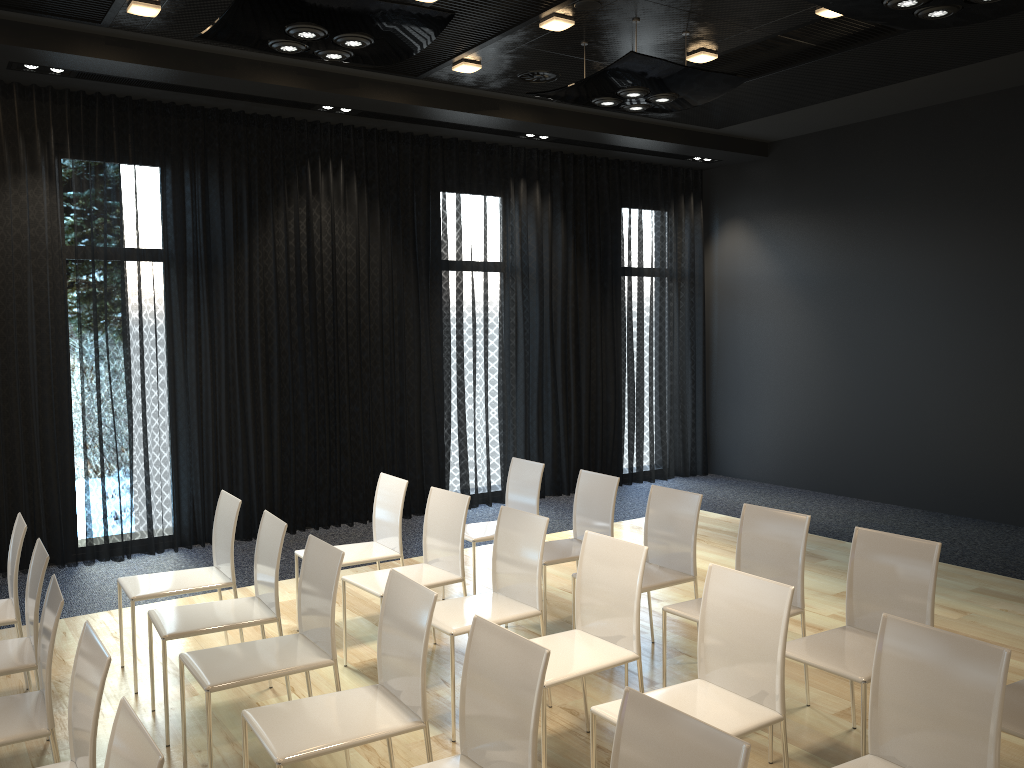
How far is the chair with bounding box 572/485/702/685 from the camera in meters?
4.5

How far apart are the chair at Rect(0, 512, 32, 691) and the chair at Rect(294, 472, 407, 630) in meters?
1.4 m

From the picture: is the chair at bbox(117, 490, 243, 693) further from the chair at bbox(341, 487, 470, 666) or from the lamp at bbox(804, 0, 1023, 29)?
the lamp at bbox(804, 0, 1023, 29)

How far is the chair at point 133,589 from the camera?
4.3m

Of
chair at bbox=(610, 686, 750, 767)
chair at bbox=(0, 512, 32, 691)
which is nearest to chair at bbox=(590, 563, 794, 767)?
chair at bbox=(610, 686, 750, 767)

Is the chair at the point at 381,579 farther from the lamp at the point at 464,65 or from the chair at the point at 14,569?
the lamp at the point at 464,65

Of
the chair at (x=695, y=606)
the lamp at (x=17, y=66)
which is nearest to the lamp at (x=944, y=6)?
the chair at (x=695, y=606)

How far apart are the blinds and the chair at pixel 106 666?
4.2m

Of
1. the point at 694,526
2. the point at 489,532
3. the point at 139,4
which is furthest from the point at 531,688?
the point at 139,4

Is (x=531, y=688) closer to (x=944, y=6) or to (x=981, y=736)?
(x=981, y=736)
